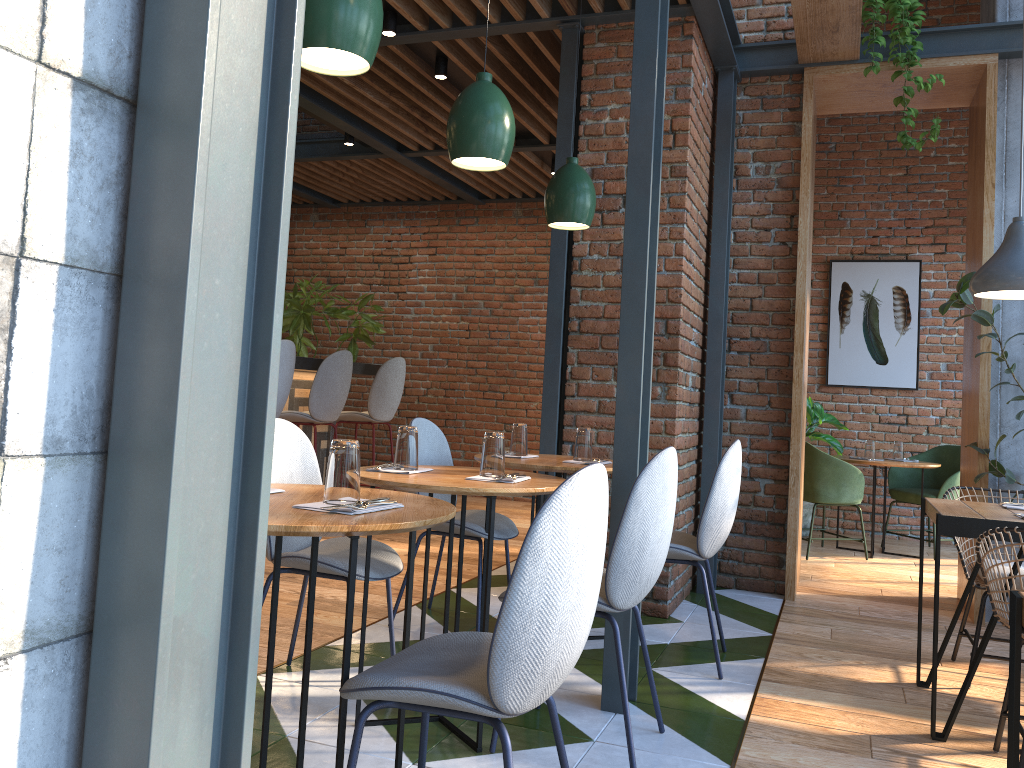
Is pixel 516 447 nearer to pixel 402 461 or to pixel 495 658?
pixel 402 461

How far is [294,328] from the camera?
8.3 meters

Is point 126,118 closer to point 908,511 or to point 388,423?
point 388,423

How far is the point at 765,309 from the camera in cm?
499

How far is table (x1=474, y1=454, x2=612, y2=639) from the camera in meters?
3.4

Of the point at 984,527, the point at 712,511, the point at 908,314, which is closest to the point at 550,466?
the point at 712,511

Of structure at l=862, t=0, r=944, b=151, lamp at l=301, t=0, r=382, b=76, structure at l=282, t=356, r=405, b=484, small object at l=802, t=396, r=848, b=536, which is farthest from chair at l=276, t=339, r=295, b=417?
small object at l=802, t=396, r=848, b=536

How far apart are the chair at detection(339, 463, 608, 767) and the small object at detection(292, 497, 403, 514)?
0.32m

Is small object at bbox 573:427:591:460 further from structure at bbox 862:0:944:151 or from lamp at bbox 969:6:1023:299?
structure at bbox 862:0:944:151

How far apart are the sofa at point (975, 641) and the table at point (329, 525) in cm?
236
